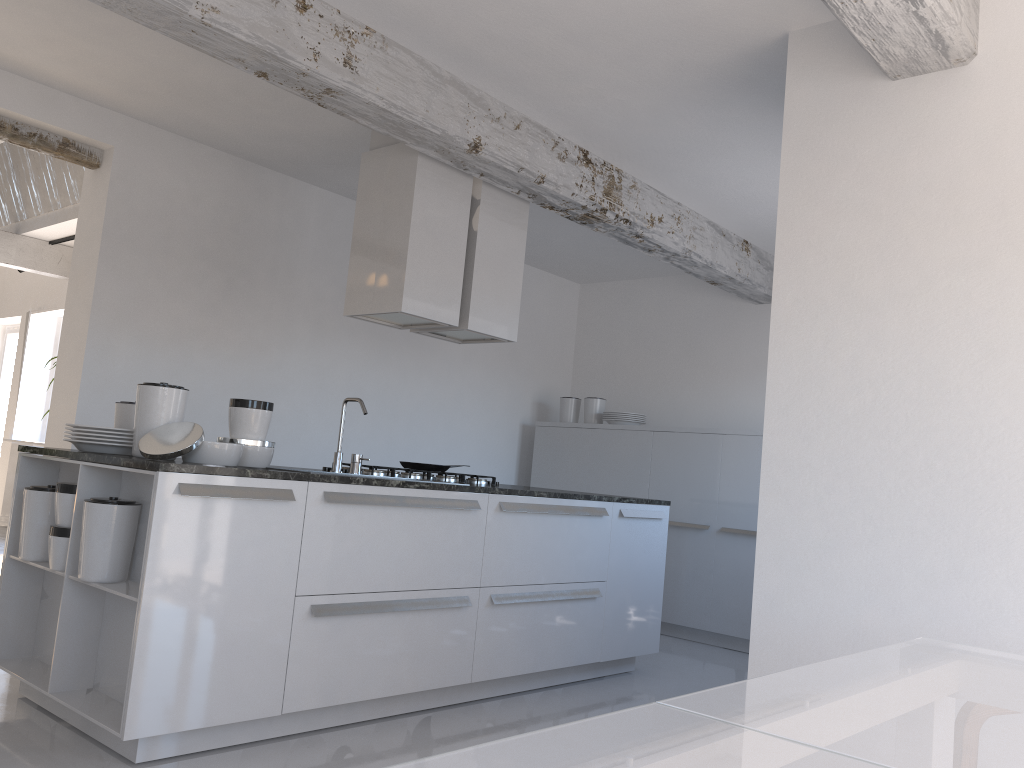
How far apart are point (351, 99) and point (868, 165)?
2.1m

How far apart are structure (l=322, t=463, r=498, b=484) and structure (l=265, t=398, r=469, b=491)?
0.3 meters

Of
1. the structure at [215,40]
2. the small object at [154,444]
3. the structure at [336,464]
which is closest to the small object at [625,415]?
the structure at [215,40]

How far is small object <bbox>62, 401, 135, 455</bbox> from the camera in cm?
343

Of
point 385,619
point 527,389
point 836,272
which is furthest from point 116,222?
point 836,272

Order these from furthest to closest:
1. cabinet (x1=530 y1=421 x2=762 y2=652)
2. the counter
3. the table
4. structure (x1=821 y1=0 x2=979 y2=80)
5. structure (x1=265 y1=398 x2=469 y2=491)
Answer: cabinet (x1=530 y1=421 x2=762 y2=652) → structure (x1=265 y1=398 x2=469 y2=491) → the counter → structure (x1=821 y1=0 x2=979 y2=80) → the table

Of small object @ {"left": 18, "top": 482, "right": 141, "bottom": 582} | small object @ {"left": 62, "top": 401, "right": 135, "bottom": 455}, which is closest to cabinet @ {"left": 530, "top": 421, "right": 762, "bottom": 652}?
small object @ {"left": 62, "top": 401, "right": 135, "bottom": 455}

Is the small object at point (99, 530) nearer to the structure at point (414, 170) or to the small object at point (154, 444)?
the small object at point (154, 444)

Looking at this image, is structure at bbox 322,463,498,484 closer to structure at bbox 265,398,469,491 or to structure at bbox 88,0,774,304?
structure at bbox 265,398,469,491

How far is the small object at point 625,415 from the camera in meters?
7.1
